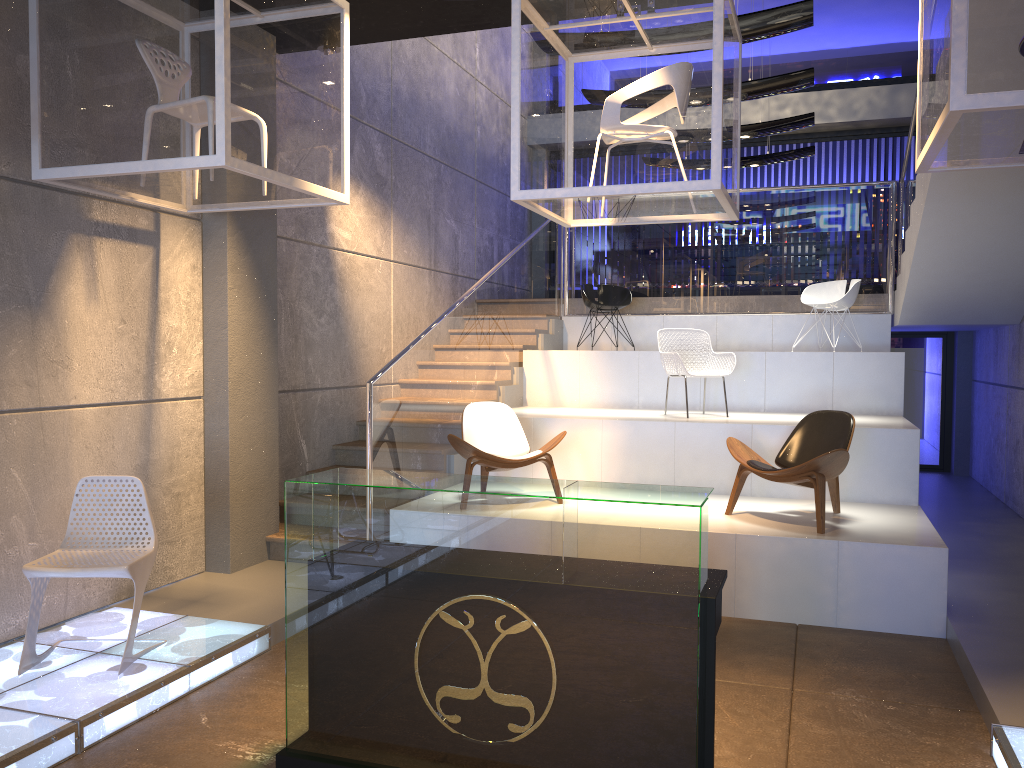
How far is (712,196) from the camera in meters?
5.0 m

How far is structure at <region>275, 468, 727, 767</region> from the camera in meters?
2.9

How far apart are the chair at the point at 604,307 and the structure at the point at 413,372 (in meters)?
0.43

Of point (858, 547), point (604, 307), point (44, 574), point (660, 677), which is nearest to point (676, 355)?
point (604, 307)

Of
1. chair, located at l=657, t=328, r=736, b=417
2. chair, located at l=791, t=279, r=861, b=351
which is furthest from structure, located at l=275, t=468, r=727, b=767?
chair, located at l=791, t=279, r=861, b=351

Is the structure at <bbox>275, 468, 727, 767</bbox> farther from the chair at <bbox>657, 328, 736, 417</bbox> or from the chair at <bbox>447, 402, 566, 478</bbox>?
the chair at <bbox>657, 328, 736, 417</bbox>

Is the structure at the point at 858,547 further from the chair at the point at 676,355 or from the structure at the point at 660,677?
the structure at the point at 660,677

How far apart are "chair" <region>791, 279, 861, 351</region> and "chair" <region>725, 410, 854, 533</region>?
2.92m

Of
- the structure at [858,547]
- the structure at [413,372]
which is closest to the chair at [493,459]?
the structure at [413,372]

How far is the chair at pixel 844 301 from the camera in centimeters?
898cm
